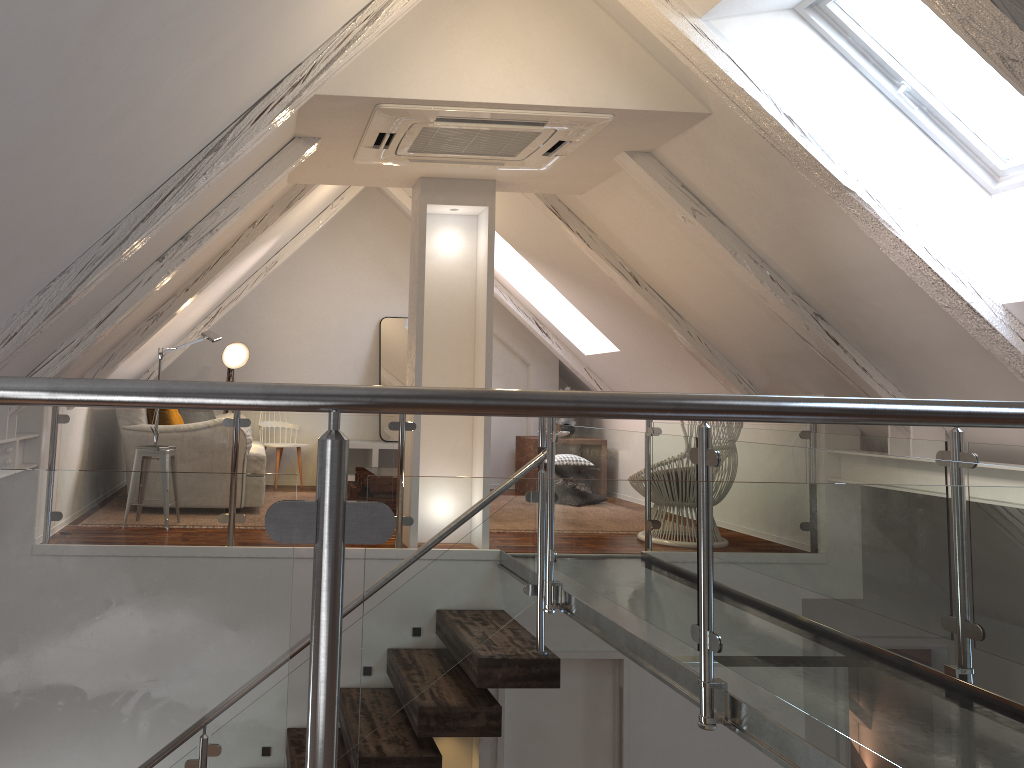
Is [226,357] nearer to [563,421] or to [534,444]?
[534,444]

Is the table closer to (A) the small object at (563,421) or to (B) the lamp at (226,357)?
(A) the small object at (563,421)

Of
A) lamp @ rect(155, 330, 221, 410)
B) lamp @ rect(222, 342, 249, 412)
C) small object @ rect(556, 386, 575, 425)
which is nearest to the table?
small object @ rect(556, 386, 575, 425)

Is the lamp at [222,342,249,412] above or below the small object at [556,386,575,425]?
above

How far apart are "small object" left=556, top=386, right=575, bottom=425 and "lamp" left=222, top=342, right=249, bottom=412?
2.6m

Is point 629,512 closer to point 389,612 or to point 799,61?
point 389,612

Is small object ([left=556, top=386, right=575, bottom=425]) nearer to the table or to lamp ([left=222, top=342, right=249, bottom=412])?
the table

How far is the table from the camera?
6.9m

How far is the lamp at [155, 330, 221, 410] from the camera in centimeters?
490cm

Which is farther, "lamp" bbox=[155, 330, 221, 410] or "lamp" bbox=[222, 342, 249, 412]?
"lamp" bbox=[222, 342, 249, 412]
